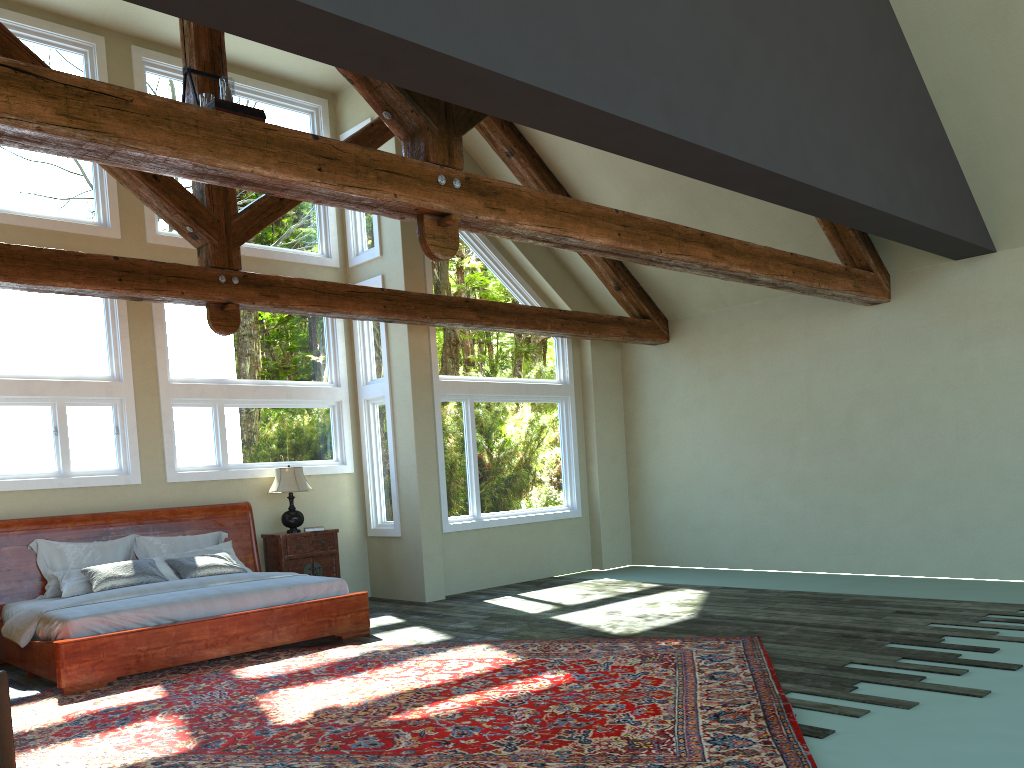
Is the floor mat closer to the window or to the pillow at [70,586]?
the pillow at [70,586]

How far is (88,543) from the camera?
8.4m

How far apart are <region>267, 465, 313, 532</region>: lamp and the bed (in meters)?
0.32

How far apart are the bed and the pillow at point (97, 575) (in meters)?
0.21

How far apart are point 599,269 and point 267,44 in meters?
7.8 m

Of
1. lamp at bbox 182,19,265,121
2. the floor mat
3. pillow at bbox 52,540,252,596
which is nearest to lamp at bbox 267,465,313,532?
pillow at bbox 52,540,252,596

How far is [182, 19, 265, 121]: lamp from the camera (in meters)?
5.77

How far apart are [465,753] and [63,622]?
3.86m

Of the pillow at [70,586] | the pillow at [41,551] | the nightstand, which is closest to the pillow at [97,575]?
the pillow at [70,586]

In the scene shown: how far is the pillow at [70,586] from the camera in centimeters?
781cm
